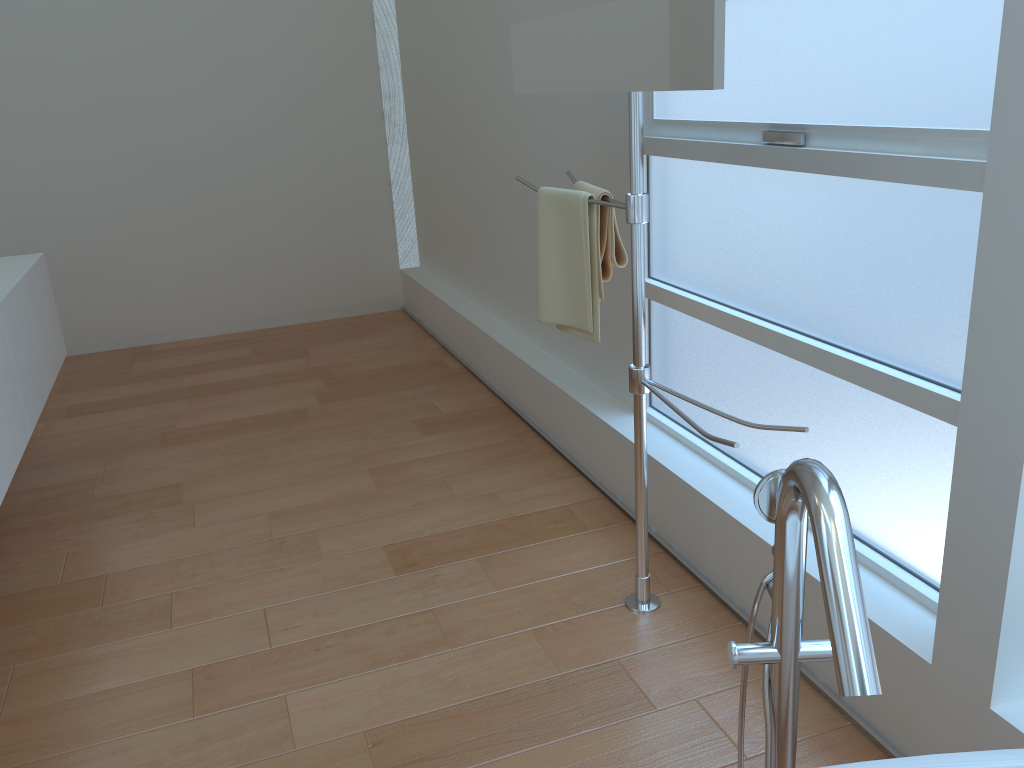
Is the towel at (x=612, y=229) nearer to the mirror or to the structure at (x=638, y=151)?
the structure at (x=638, y=151)

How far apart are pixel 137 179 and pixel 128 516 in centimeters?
237cm

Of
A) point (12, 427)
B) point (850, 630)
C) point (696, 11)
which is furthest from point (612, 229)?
point (12, 427)

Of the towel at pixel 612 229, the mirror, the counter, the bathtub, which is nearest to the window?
the towel at pixel 612 229

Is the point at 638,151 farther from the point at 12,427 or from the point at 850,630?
the point at 12,427

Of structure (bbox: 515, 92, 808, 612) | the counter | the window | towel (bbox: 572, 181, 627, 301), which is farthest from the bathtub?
the counter

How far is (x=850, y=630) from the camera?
0.87m

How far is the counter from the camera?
2.27m

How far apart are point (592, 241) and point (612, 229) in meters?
0.1

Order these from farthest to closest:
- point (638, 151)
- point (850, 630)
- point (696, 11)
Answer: point (638, 151) → point (696, 11) → point (850, 630)
